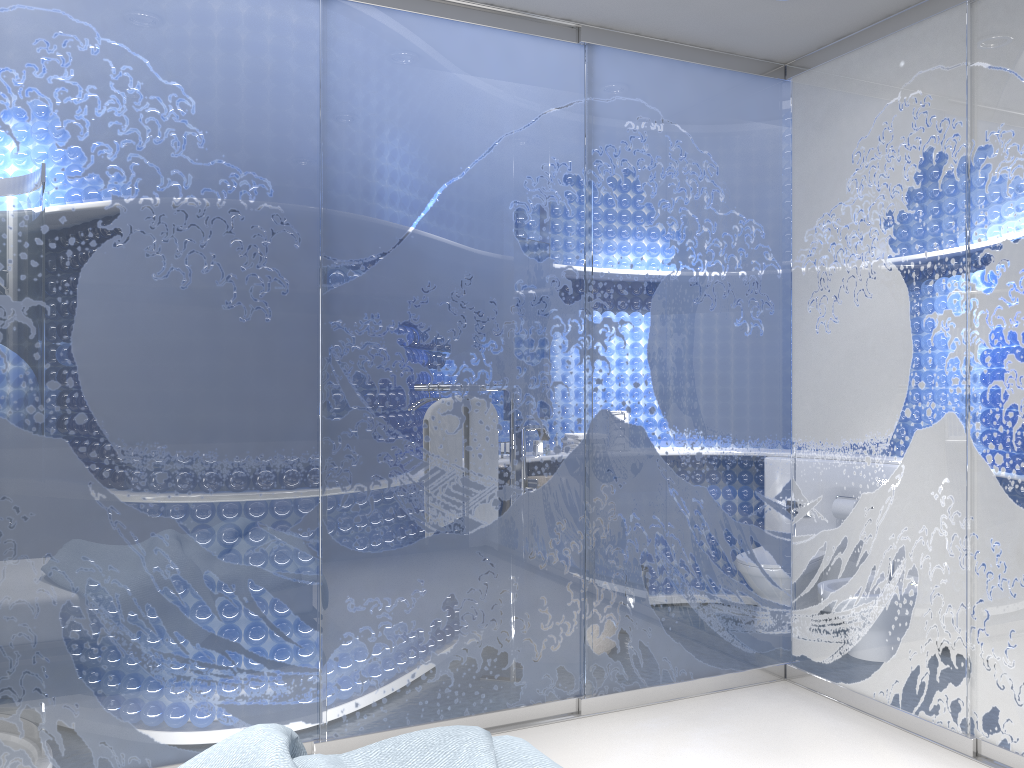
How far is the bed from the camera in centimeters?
178cm

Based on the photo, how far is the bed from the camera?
1.8m

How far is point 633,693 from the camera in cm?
361
